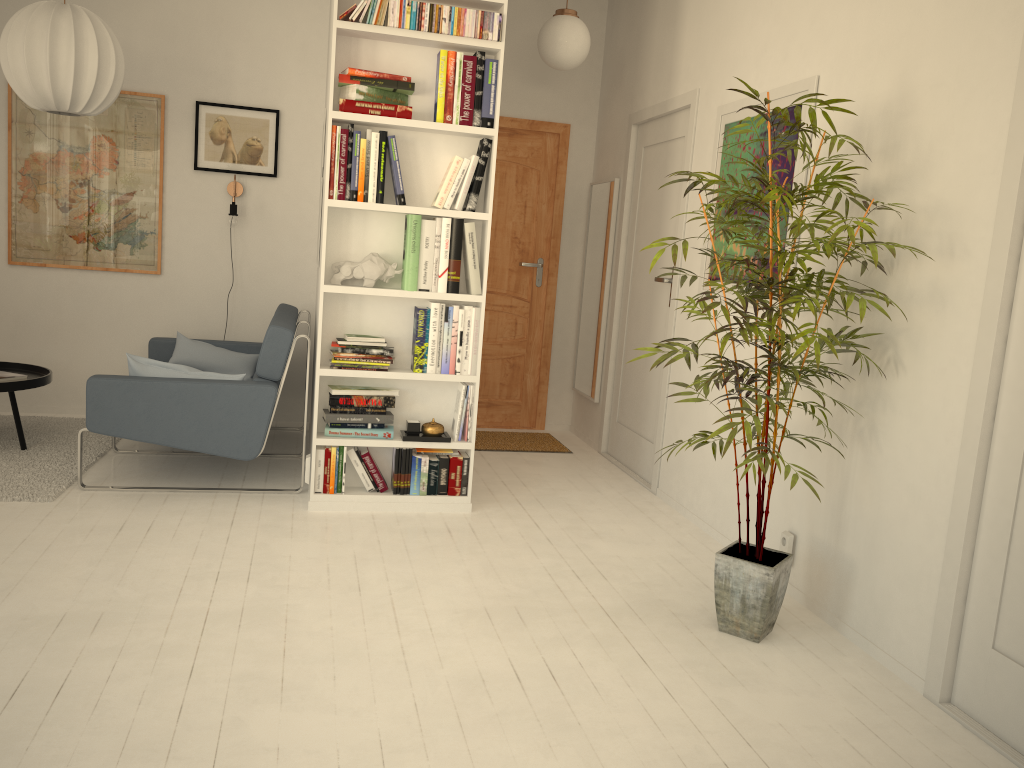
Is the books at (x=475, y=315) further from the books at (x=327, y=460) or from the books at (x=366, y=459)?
the books at (x=327, y=460)

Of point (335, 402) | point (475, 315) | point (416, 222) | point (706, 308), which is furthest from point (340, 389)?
point (706, 308)

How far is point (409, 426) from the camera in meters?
4.0 m

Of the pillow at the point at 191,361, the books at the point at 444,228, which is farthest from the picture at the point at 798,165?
the pillow at the point at 191,361

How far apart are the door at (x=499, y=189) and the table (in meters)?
2.58

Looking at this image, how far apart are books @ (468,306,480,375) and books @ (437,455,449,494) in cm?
41

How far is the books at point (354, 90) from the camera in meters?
3.6 m

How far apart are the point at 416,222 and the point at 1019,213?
2.27m

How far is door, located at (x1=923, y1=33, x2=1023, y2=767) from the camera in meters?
2.3 m

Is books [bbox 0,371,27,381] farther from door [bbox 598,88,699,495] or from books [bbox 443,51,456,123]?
door [bbox 598,88,699,495]
